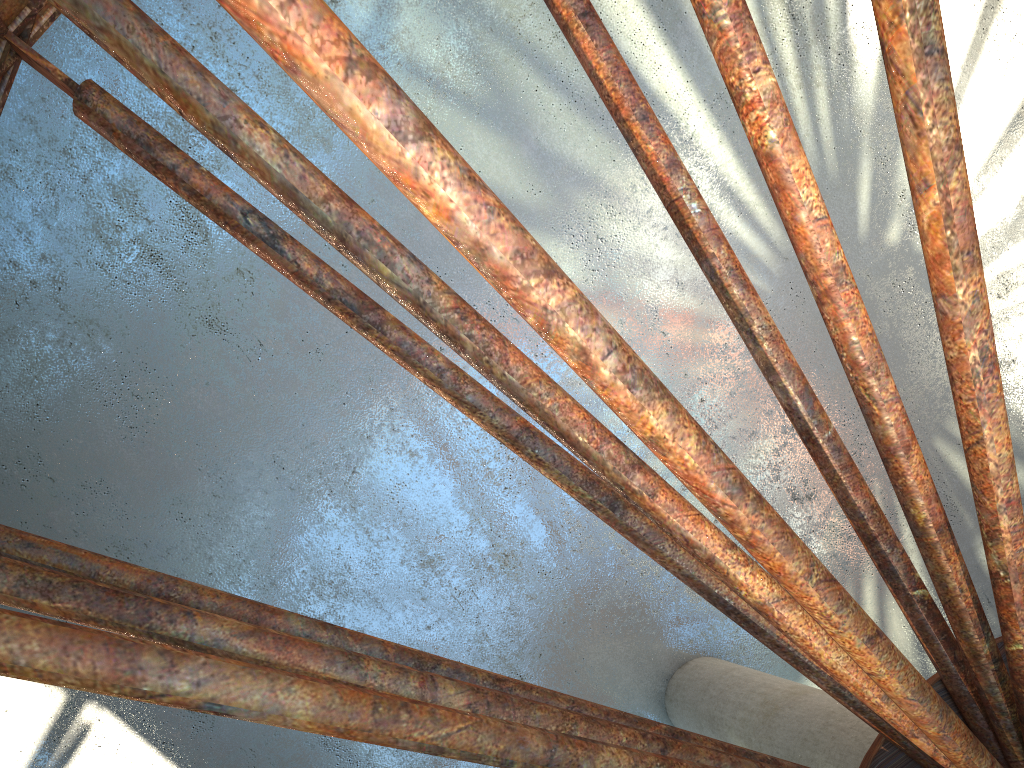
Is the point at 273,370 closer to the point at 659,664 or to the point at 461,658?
the point at 461,658
